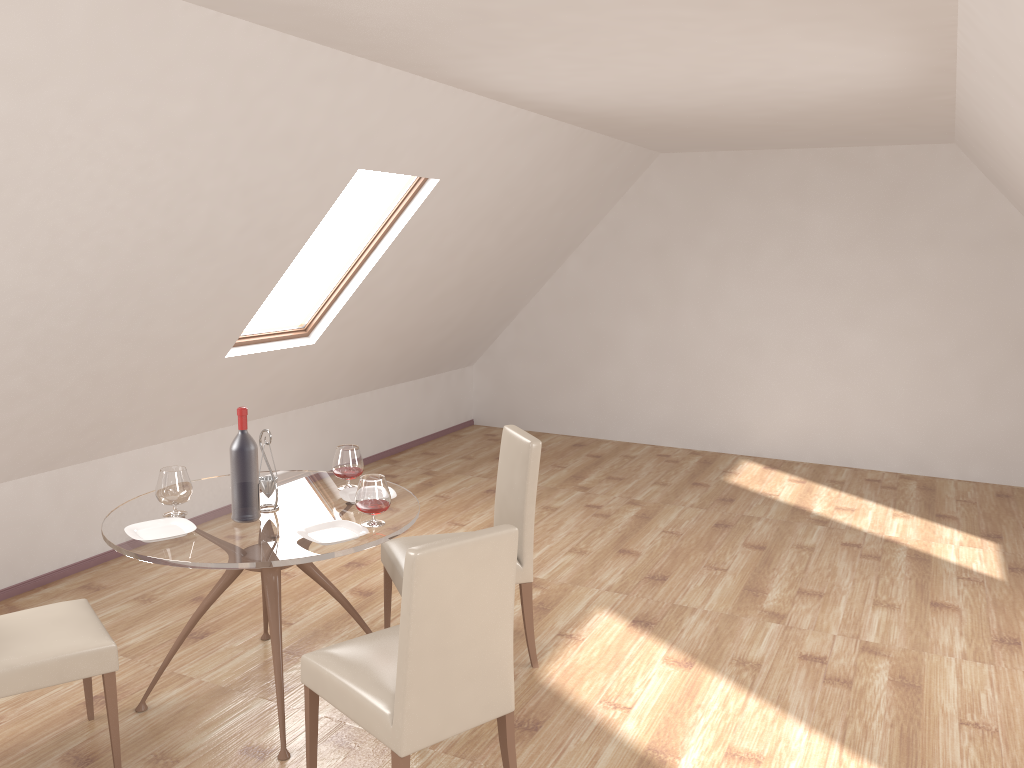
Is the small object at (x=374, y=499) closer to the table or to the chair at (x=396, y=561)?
the table

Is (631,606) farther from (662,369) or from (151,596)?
(662,369)

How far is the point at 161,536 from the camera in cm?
316

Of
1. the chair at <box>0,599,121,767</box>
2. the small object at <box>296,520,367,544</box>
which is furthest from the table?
the chair at <box>0,599,121,767</box>

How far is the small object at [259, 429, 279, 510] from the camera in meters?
3.5 m

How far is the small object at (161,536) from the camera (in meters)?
3.16

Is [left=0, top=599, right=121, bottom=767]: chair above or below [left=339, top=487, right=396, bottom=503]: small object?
below

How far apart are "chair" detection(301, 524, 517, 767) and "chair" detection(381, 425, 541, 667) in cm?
61

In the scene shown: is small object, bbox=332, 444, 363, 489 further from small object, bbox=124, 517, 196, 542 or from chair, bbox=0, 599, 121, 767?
chair, bbox=0, 599, 121, 767

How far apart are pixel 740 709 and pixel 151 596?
3.0m
